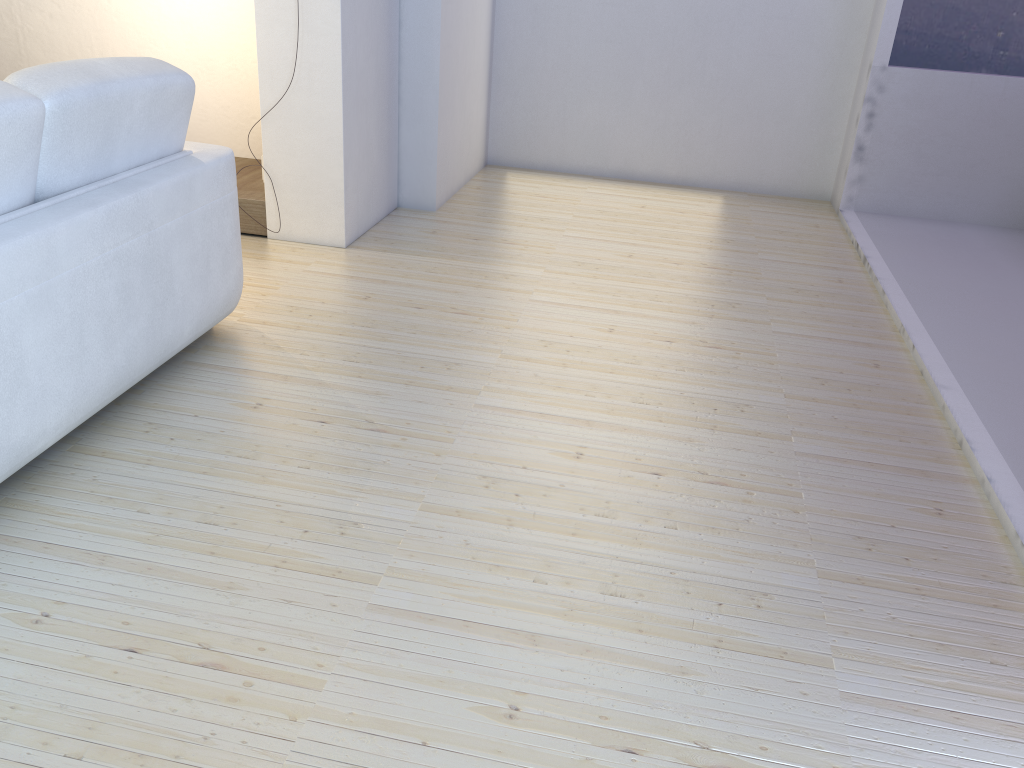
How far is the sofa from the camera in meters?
1.9

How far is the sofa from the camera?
1.9m
